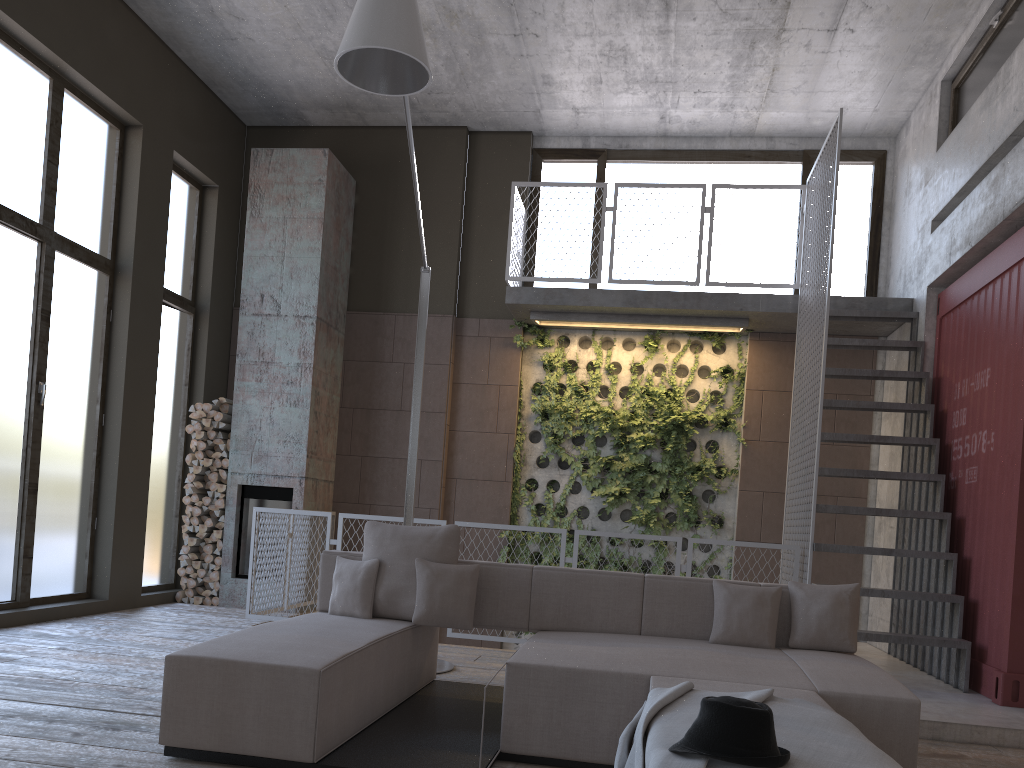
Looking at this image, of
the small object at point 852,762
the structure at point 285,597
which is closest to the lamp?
the structure at point 285,597

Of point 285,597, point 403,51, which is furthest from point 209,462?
point 403,51

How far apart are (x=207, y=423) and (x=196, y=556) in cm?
129

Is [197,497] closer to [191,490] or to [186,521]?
[191,490]

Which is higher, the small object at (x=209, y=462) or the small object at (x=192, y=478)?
the small object at (x=209, y=462)

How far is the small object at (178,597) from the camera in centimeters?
852cm

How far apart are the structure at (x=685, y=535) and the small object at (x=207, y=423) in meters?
3.1

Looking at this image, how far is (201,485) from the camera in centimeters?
866cm

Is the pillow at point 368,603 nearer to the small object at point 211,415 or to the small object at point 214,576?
the small object at point 214,576

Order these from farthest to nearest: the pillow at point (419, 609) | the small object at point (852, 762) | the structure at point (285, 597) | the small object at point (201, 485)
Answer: the small object at point (201, 485) → the structure at point (285, 597) → the pillow at point (419, 609) → the small object at point (852, 762)
